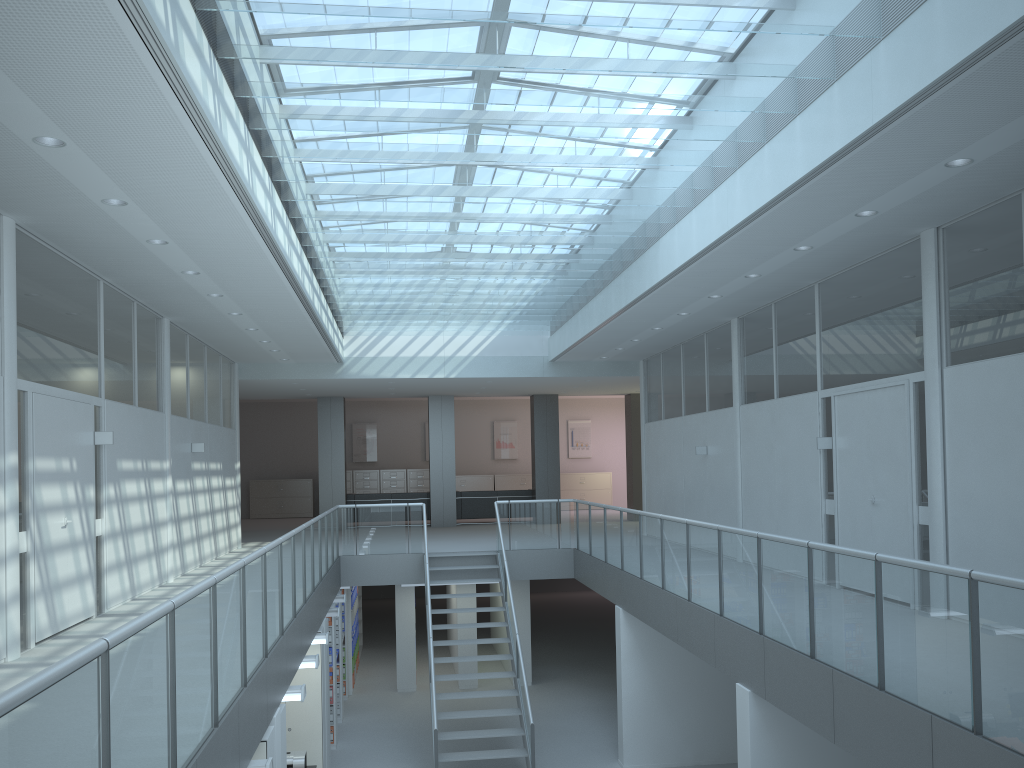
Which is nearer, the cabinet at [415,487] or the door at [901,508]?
the door at [901,508]

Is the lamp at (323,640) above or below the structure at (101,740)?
below

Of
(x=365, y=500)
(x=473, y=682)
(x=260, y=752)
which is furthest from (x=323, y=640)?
(x=365, y=500)

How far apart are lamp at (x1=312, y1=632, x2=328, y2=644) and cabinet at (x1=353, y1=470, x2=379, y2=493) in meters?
14.5

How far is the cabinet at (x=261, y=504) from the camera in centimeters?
2336cm

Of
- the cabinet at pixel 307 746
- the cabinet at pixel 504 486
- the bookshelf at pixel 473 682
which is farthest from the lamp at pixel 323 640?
the cabinet at pixel 504 486

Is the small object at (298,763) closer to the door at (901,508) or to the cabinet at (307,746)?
the cabinet at (307,746)

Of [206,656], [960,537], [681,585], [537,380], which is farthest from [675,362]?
[206,656]

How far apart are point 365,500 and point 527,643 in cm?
612

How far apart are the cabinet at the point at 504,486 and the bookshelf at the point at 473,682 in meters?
7.9
